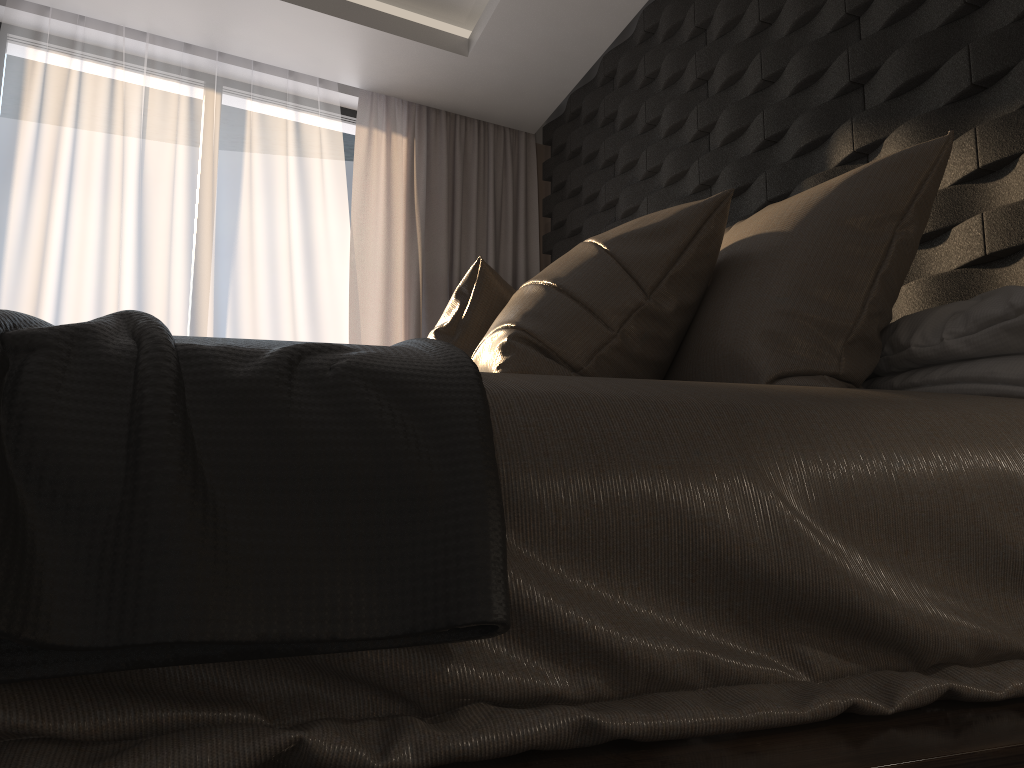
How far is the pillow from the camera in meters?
1.4

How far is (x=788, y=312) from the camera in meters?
1.4

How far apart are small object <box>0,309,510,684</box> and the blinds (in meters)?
3.30

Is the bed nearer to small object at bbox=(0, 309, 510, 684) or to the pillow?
small object at bbox=(0, 309, 510, 684)

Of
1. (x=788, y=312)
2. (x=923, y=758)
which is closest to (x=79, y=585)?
(x=923, y=758)

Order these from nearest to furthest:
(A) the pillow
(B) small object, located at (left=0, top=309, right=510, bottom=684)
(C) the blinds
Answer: (B) small object, located at (left=0, top=309, right=510, bottom=684)
(A) the pillow
(C) the blinds

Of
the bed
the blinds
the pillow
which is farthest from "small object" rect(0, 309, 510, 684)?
the blinds

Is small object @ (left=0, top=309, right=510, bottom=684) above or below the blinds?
below

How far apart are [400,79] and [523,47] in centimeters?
67cm

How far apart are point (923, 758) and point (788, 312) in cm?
87
